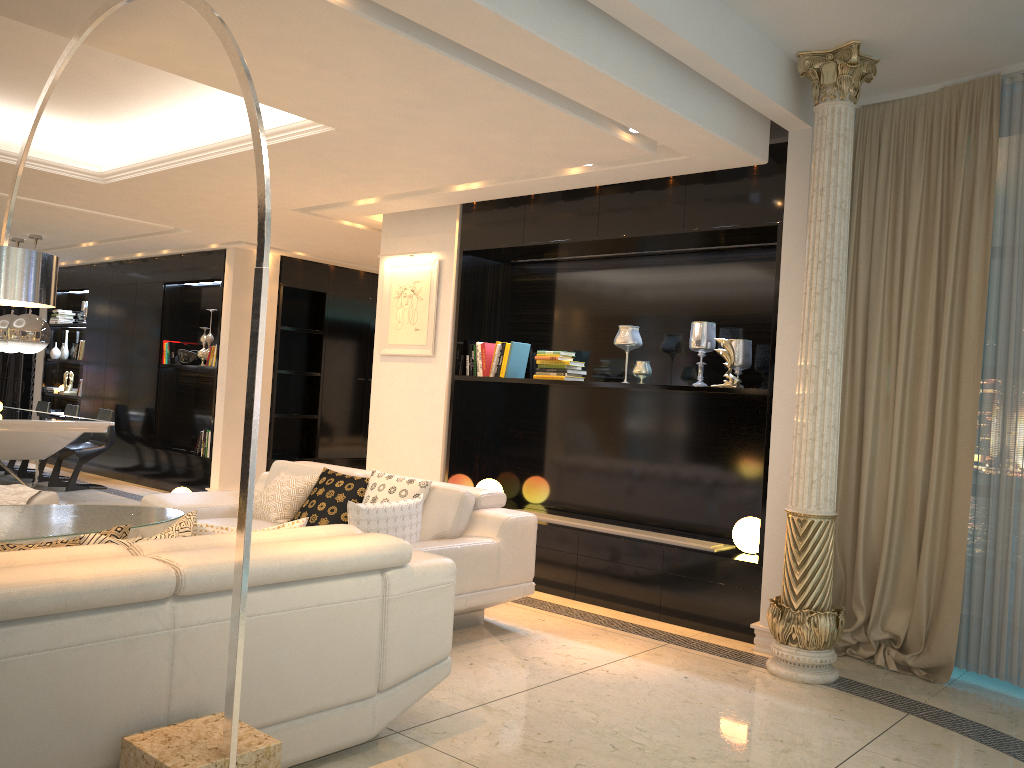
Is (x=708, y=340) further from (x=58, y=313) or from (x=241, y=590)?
(x=58, y=313)

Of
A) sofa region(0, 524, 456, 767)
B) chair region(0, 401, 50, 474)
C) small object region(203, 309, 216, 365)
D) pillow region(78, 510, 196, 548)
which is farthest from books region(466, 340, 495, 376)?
chair region(0, 401, 50, 474)

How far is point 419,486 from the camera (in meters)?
4.92

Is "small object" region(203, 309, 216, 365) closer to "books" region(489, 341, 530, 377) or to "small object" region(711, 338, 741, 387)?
"books" region(489, 341, 530, 377)

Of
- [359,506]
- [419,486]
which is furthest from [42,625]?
[419,486]

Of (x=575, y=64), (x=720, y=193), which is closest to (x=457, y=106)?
(x=575, y=64)

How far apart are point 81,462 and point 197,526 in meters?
7.1

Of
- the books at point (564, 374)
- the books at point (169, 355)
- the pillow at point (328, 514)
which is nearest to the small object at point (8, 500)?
the pillow at point (328, 514)

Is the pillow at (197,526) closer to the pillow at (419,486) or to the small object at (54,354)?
the pillow at (419,486)

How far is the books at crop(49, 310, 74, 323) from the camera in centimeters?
1185cm
